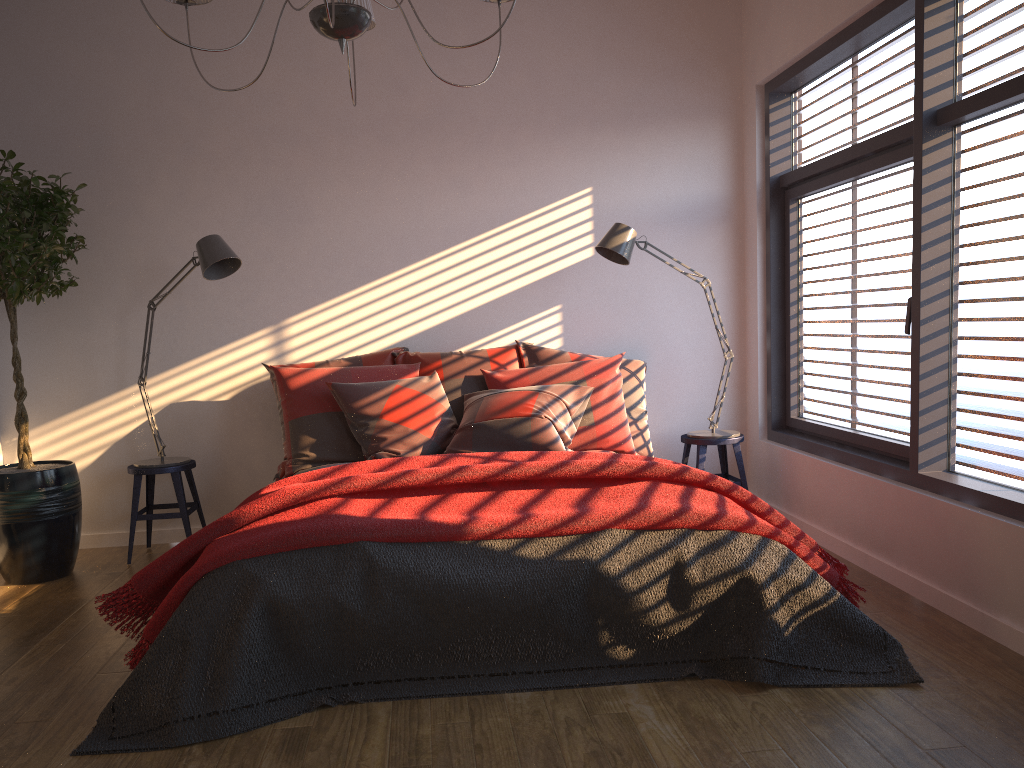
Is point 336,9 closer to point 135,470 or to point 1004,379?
point 1004,379

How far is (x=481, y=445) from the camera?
3.99m

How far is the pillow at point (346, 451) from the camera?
4.2 meters

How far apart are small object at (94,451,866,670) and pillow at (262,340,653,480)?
0.5m

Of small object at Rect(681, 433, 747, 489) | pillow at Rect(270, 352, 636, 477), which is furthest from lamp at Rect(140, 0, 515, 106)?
small object at Rect(681, 433, 747, 489)

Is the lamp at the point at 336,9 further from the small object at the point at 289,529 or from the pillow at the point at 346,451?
the pillow at the point at 346,451

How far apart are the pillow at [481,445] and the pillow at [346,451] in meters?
0.0 m

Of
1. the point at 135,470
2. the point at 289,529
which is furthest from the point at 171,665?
the point at 135,470

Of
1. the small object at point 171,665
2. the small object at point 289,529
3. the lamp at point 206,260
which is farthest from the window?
the lamp at point 206,260

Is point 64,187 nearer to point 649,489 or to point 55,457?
point 55,457
